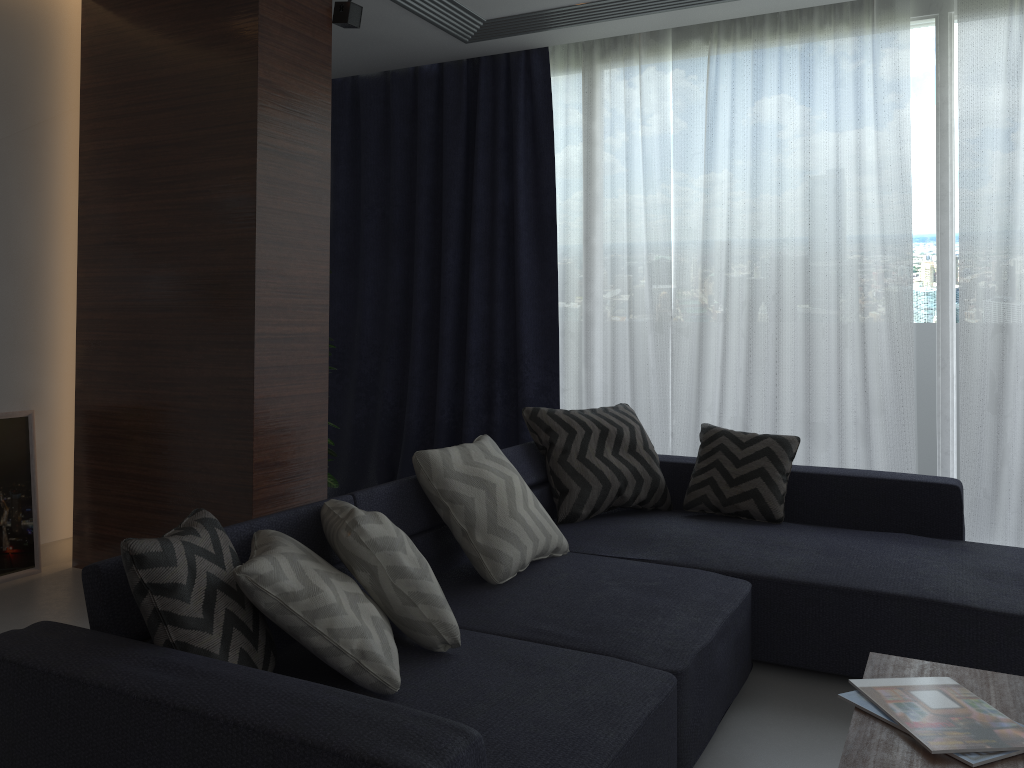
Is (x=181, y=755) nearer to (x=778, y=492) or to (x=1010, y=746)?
(x=1010, y=746)

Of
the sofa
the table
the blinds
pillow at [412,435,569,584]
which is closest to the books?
the table

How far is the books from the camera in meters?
1.6

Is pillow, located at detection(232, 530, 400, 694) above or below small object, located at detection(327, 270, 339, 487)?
above

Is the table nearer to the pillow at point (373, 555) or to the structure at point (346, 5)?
the pillow at point (373, 555)

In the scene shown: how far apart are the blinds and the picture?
1.79m

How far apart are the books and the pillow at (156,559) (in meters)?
1.19

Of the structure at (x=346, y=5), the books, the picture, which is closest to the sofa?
the books

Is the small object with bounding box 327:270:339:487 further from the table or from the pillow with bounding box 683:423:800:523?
the table

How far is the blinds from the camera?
3.8m
